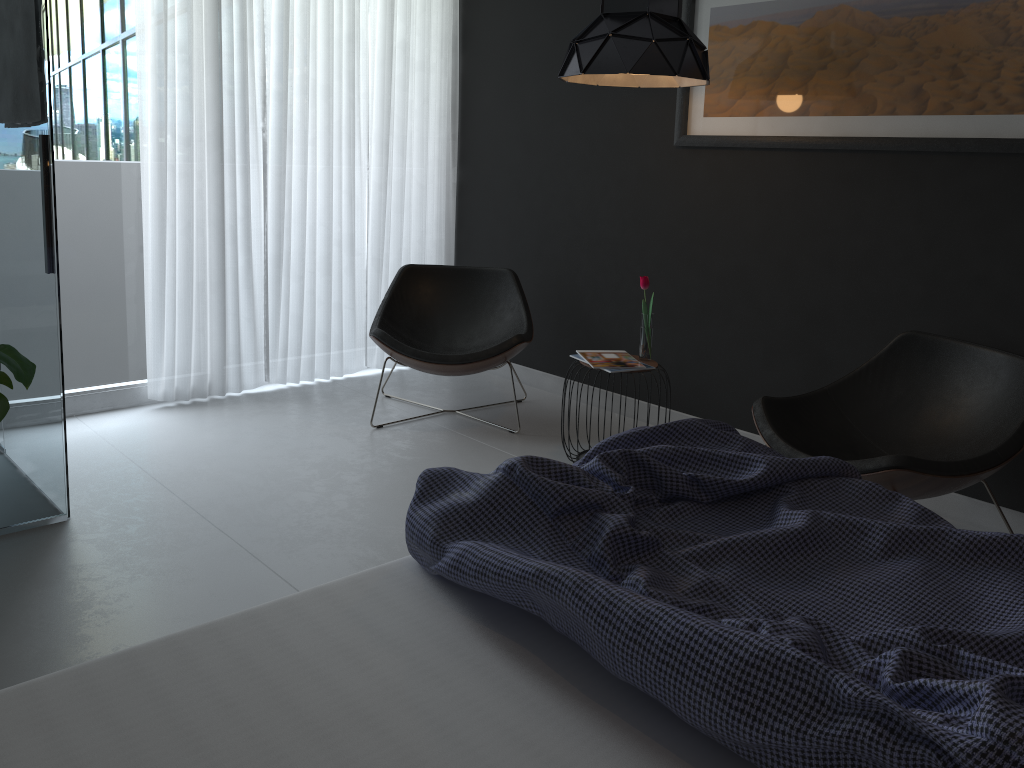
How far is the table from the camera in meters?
3.6

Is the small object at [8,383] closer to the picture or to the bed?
the bed

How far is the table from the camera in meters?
3.6

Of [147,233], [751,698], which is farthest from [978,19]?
[147,233]

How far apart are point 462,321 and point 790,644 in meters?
3.4 m

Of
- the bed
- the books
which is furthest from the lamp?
the bed

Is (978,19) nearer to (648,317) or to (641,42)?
(641,42)

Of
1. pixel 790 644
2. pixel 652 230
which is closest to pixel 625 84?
pixel 652 230

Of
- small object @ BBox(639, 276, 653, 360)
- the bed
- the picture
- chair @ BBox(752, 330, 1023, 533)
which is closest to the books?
small object @ BBox(639, 276, 653, 360)

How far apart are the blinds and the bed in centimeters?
277cm
